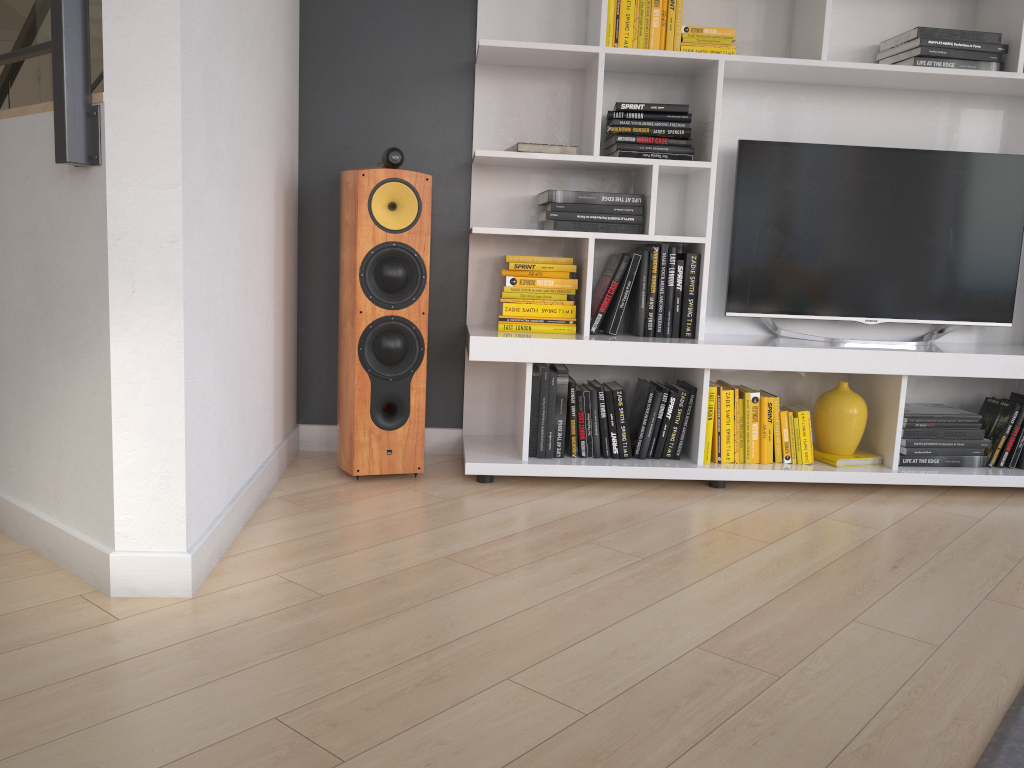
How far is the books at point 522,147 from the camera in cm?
293

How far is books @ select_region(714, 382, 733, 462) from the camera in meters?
3.1 m

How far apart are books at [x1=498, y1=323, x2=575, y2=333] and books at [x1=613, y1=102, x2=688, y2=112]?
0.77m

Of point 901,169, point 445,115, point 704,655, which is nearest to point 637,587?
point 704,655

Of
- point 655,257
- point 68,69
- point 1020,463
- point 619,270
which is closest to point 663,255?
point 655,257

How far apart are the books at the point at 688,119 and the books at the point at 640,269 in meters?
0.5

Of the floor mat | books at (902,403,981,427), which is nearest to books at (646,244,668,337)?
books at (902,403,981,427)

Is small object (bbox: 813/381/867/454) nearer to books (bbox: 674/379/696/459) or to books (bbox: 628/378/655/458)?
books (bbox: 674/379/696/459)

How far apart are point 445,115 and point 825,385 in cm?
177

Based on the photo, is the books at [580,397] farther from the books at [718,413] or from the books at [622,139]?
the books at [622,139]
